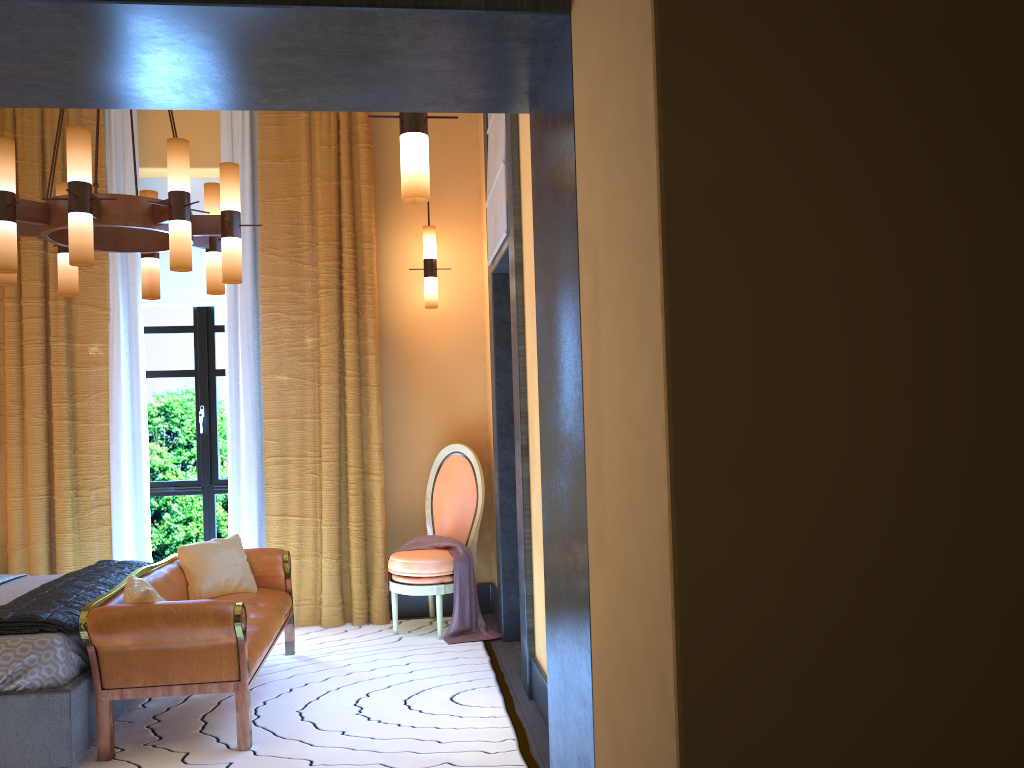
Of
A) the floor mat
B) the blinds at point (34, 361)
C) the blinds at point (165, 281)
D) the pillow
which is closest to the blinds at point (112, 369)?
the blinds at point (34, 361)

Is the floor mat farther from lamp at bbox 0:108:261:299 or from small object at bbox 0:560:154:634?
lamp at bbox 0:108:261:299

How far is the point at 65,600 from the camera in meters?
3.7

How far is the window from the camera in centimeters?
598cm

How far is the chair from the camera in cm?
521

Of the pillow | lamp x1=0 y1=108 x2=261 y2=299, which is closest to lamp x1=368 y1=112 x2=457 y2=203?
lamp x1=0 y1=108 x2=261 y2=299

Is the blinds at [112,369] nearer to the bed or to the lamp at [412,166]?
the bed

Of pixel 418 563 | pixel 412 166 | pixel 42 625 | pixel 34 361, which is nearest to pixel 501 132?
pixel 412 166

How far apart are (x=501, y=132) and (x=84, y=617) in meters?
2.9 m

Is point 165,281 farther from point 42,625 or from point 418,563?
point 42,625
